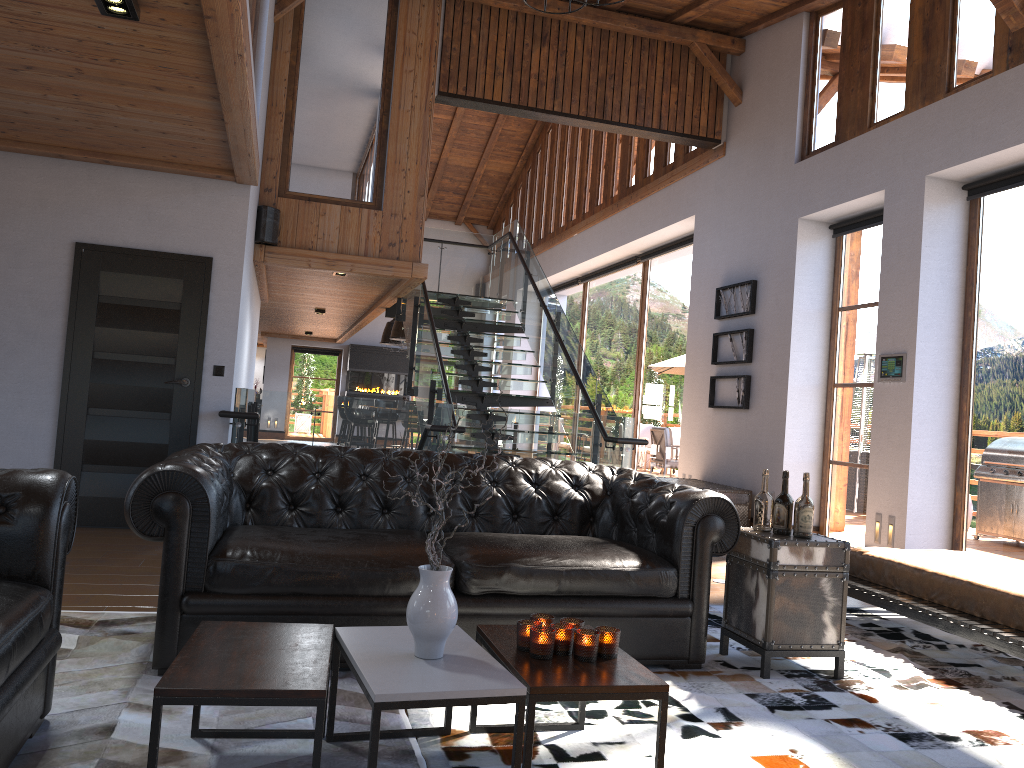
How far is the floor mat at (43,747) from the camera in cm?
259

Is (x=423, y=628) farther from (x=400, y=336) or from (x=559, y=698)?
(x=400, y=336)

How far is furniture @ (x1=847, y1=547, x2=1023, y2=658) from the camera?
4.0 meters

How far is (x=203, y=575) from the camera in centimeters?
333cm

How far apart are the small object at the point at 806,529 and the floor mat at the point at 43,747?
1.9 meters

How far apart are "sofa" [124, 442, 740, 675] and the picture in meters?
4.5 m

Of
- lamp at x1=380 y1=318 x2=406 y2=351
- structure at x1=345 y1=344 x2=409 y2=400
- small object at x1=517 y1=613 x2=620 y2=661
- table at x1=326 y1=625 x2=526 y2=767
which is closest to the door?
table at x1=326 y1=625 x2=526 y2=767

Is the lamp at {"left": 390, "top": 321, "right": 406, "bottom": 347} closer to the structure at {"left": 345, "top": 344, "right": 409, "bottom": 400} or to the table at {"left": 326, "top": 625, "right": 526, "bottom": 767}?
the structure at {"left": 345, "top": 344, "right": 409, "bottom": 400}

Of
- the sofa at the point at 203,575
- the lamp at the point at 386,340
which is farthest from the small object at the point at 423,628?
the lamp at the point at 386,340

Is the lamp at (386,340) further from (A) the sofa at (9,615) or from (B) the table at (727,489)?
(A) the sofa at (9,615)
